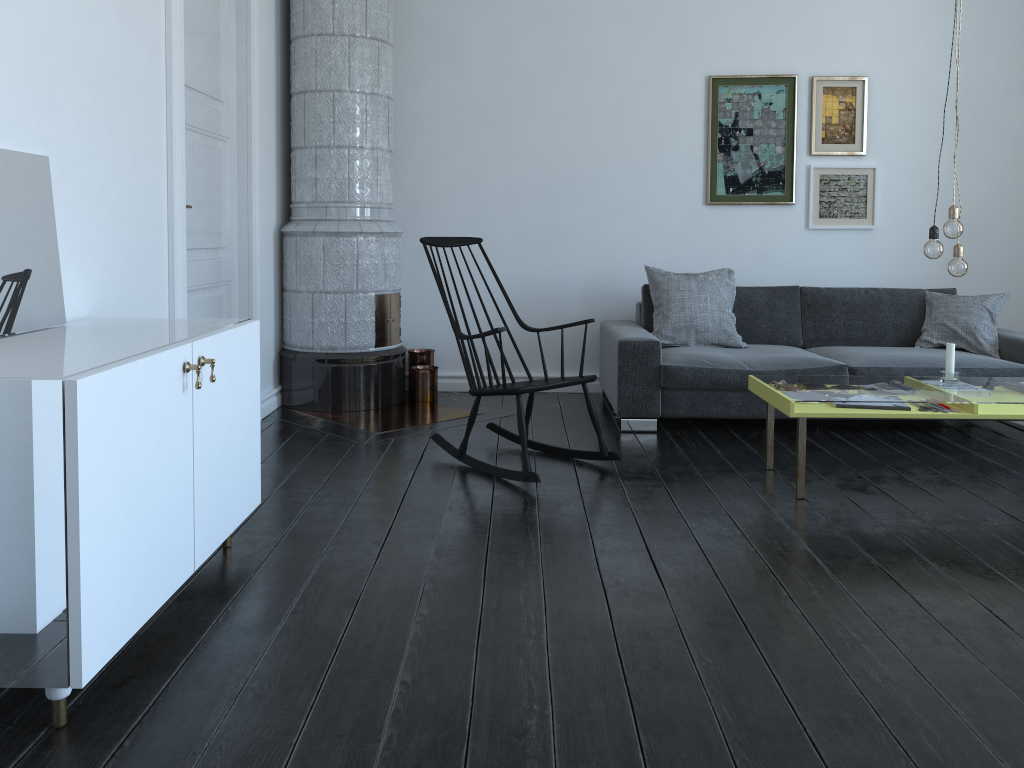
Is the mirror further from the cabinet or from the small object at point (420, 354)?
the small object at point (420, 354)

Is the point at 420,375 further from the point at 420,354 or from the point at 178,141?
the point at 178,141

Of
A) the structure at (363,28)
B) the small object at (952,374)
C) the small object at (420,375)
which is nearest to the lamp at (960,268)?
the small object at (952,374)

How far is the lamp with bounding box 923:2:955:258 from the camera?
3.5 meters

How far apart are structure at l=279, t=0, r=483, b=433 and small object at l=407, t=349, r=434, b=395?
0.2 meters

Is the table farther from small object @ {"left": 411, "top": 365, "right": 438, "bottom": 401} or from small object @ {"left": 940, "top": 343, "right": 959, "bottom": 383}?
small object @ {"left": 411, "top": 365, "right": 438, "bottom": 401}

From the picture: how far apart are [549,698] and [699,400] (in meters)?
2.77

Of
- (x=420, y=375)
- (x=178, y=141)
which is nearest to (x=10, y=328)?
(x=178, y=141)

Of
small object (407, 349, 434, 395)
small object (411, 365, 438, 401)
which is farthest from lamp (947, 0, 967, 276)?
small object (407, 349, 434, 395)

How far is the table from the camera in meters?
3.4 m
